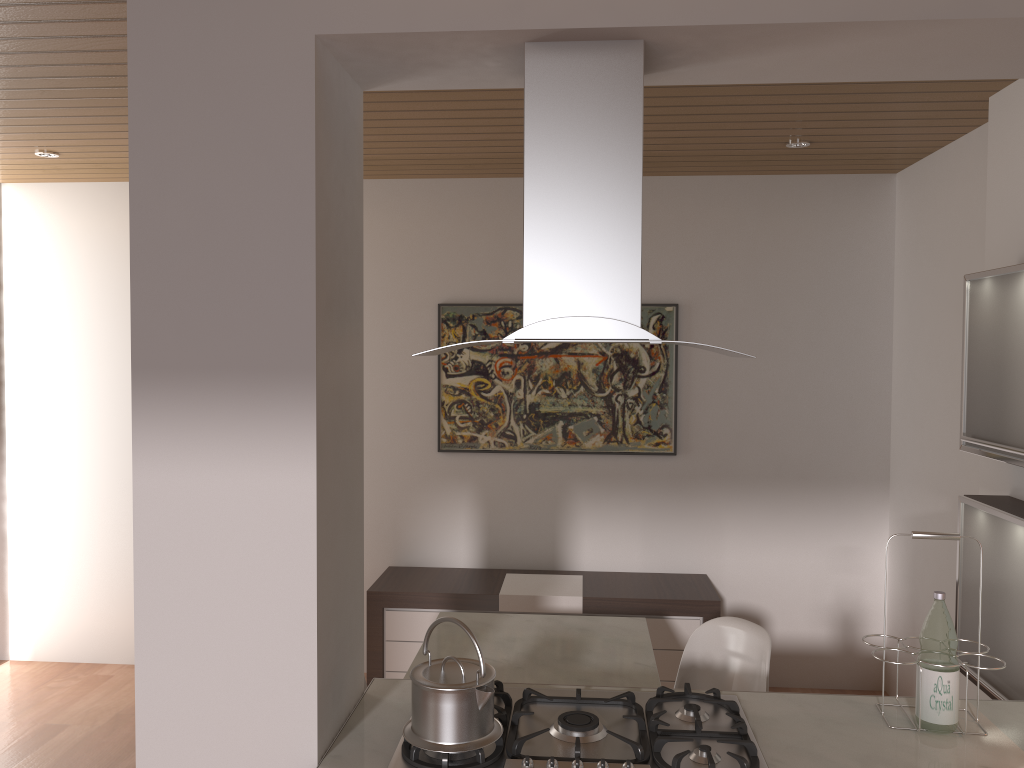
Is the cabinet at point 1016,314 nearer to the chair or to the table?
the chair

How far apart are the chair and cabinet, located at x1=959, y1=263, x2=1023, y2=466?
0.91m

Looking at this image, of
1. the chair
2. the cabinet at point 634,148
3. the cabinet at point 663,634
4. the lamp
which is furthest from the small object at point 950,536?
the lamp

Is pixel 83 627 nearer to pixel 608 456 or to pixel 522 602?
pixel 522 602

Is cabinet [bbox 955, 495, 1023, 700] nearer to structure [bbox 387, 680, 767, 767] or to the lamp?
structure [bbox 387, 680, 767, 767]

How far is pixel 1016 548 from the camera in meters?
2.6

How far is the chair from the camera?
2.9m

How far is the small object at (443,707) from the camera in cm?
185

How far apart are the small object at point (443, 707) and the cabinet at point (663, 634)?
2.27m

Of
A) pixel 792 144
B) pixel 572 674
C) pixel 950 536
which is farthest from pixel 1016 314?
pixel 572 674
